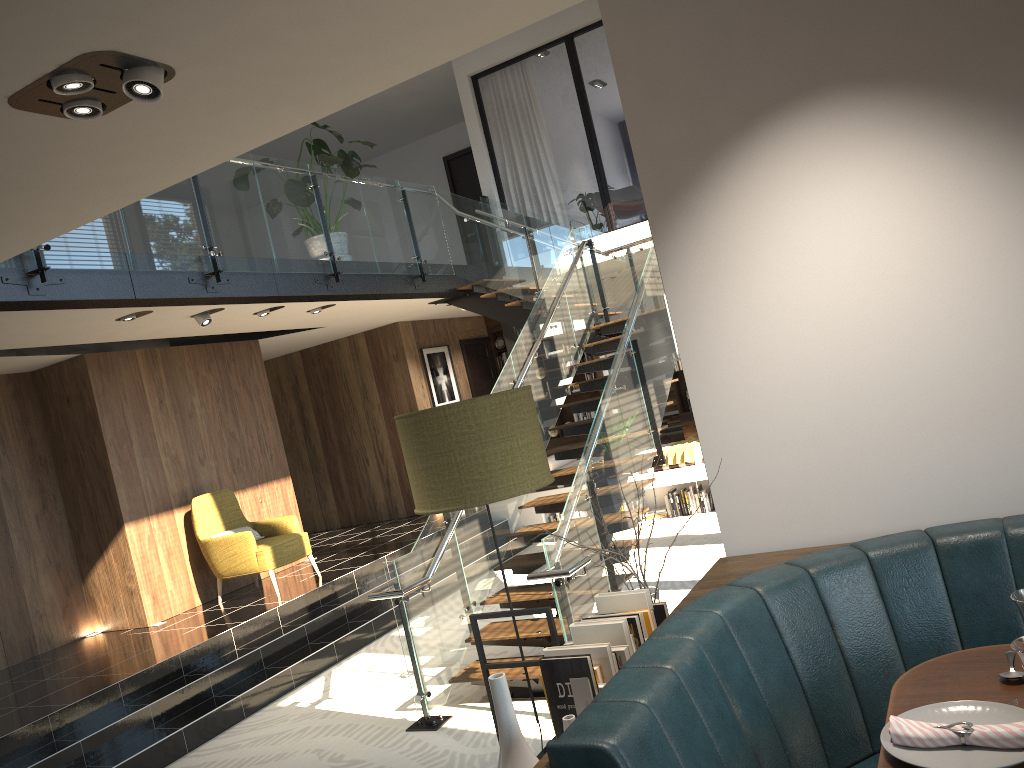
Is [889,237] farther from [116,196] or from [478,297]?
[478,297]

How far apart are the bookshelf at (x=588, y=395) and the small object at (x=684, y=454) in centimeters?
319cm

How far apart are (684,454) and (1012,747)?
8.8 meters

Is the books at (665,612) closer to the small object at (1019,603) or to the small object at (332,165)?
the small object at (1019,603)

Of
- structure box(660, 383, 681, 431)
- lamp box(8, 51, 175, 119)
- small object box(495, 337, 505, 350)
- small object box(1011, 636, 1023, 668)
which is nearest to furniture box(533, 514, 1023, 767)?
small object box(1011, 636, 1023, 668)

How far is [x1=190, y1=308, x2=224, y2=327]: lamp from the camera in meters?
7.7 m

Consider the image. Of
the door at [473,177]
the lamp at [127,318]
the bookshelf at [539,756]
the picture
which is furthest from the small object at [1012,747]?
the door at [473,177]

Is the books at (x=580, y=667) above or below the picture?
below

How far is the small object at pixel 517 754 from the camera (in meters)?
1.75

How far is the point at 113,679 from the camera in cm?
660
